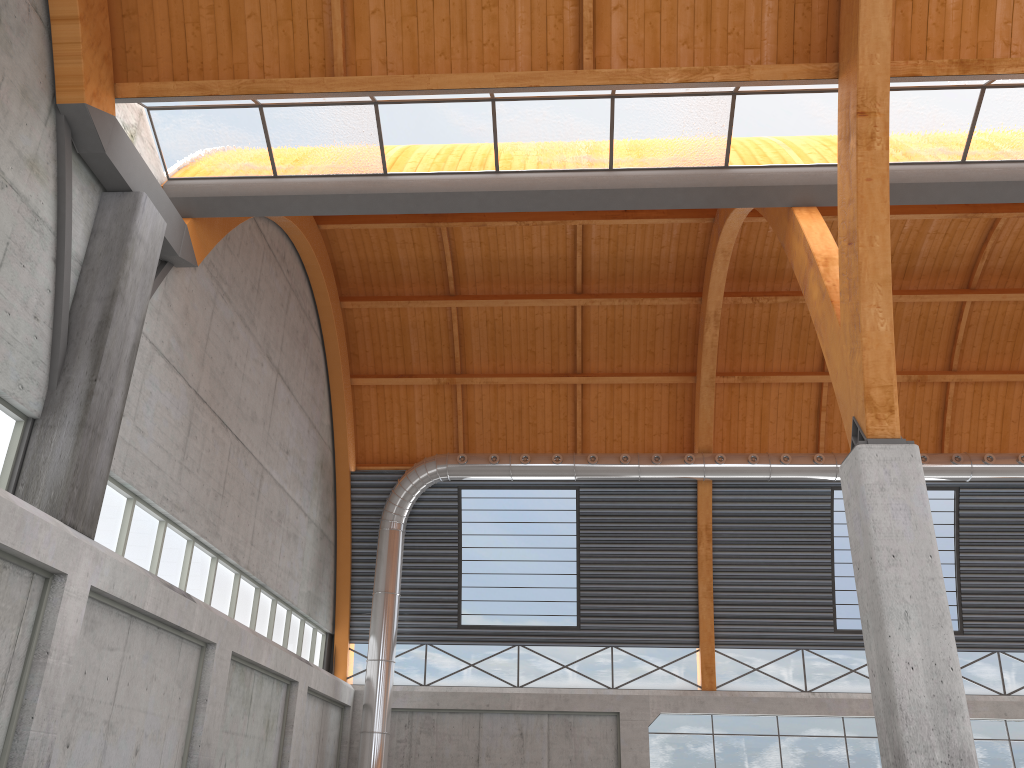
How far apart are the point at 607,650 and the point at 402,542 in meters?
10.4 m
